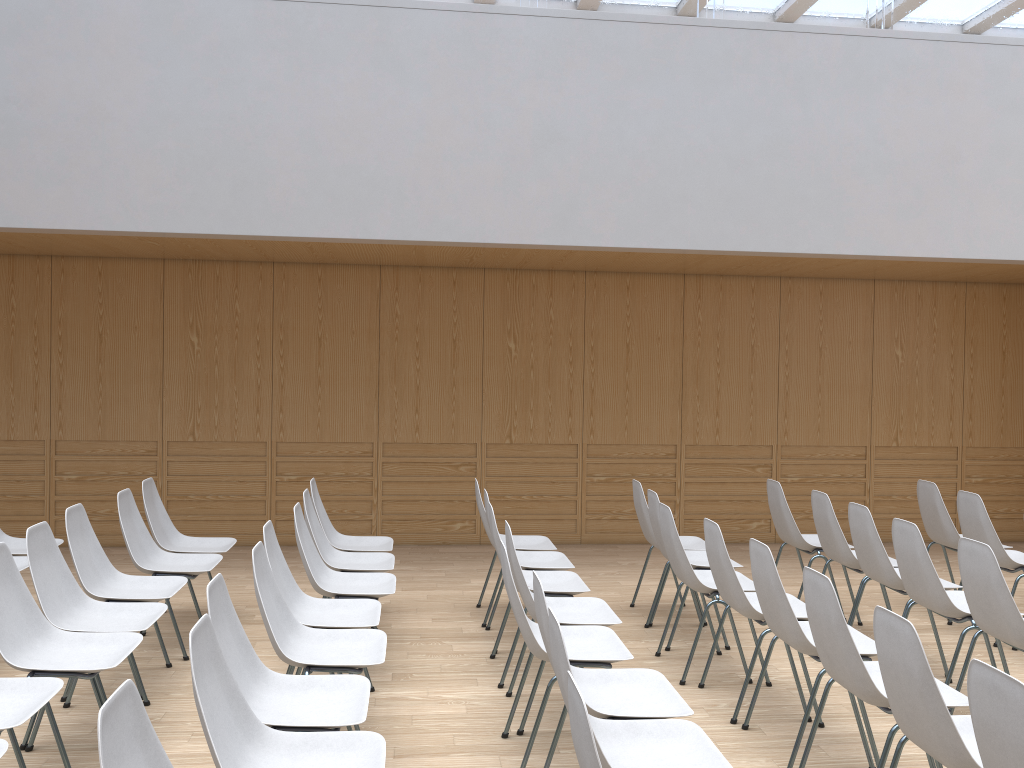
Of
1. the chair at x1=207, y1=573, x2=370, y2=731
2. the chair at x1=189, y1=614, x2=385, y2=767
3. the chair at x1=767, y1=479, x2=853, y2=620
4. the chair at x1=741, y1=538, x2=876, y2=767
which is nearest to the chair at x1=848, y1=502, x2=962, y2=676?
the chair at x1=767, y1=479, x2=853, y2=620

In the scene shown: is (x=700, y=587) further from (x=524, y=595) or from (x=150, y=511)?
(x=150, y=511)

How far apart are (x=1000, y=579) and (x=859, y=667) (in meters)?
1.08

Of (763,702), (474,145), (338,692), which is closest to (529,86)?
(474,145)

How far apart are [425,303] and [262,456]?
1.96m

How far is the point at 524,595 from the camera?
3.9m

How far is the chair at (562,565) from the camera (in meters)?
5.14

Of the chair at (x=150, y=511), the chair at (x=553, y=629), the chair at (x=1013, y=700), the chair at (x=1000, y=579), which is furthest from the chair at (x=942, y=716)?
the chair at (x=150, y=511)

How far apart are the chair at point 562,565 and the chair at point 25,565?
2.8 meters

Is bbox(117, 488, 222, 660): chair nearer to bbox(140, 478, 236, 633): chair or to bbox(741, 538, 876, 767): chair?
bbox(140, 478, 236, 633): chair
